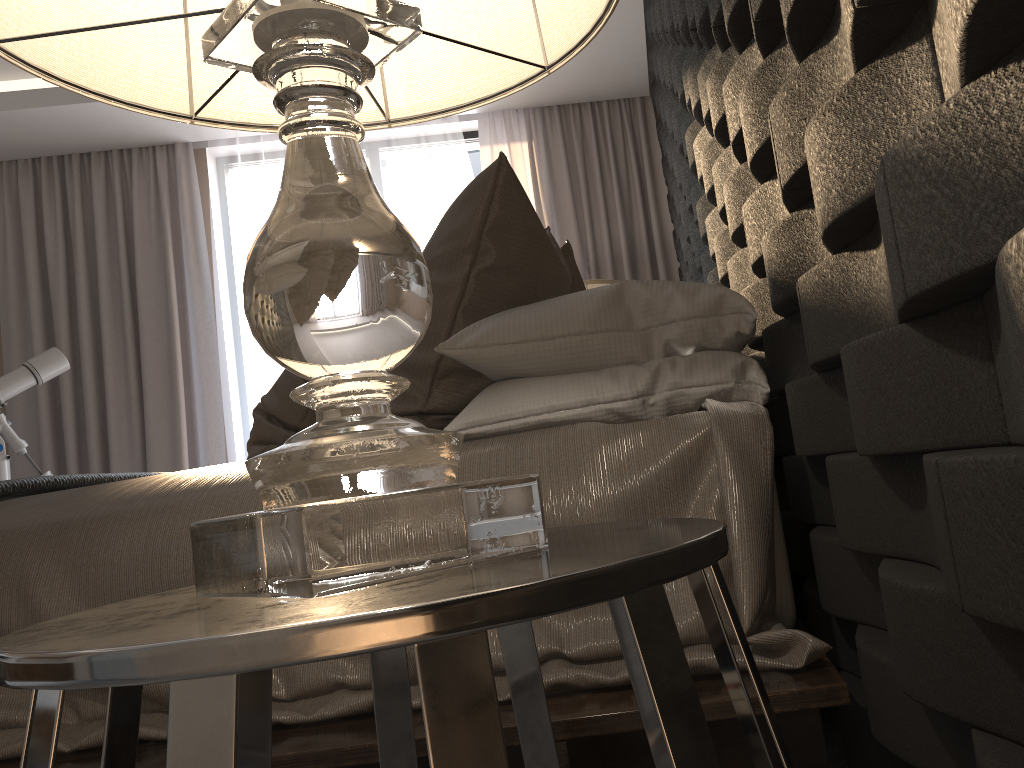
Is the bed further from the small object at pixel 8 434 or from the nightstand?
the small object at pixel 8 434

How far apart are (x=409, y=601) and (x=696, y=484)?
0.79m

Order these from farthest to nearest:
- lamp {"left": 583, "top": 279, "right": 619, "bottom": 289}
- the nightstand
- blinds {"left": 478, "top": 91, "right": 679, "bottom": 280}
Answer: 1. blinds {"left": 478, "top": 91, "right": 679, "bottom": 280}
2. lamp {"left": 583, "top": 279, "right": 619, "bottom": 289}
3. the nightstand

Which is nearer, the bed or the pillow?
the bed

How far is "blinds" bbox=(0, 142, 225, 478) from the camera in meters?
4.5

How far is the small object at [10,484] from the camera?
1.6m

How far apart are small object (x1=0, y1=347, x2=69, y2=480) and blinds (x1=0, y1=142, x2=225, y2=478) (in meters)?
0.38

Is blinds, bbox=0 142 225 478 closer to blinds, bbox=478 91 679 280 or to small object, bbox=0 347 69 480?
small object, bbox=0 347 69 480

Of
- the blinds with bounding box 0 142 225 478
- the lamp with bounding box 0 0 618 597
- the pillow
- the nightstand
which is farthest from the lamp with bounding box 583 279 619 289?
the nightstand

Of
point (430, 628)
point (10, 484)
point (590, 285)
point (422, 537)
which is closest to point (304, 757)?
point (422, 537)
